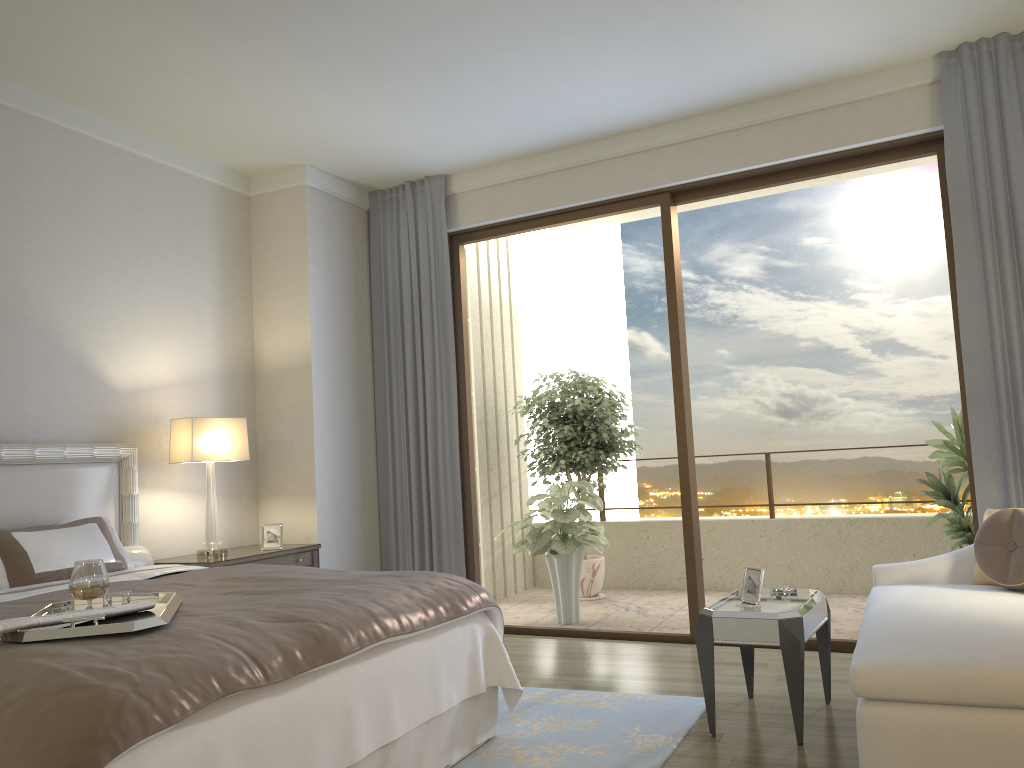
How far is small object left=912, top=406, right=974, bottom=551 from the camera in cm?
510

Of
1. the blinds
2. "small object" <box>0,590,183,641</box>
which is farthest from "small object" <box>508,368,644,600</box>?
"small object" <box>0,590,183,641</box>

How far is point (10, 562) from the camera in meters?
3.6

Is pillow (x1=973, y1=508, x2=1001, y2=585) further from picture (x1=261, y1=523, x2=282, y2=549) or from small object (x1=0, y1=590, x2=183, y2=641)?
picture (x1=261, y1=523, x2=282, y2=549)

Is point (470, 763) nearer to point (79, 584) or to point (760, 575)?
point (760, 575)

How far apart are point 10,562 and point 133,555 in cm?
81

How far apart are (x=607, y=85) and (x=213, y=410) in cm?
302

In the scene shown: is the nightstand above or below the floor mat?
above

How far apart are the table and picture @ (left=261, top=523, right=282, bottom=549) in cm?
264

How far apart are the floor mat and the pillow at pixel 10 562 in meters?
1.8
